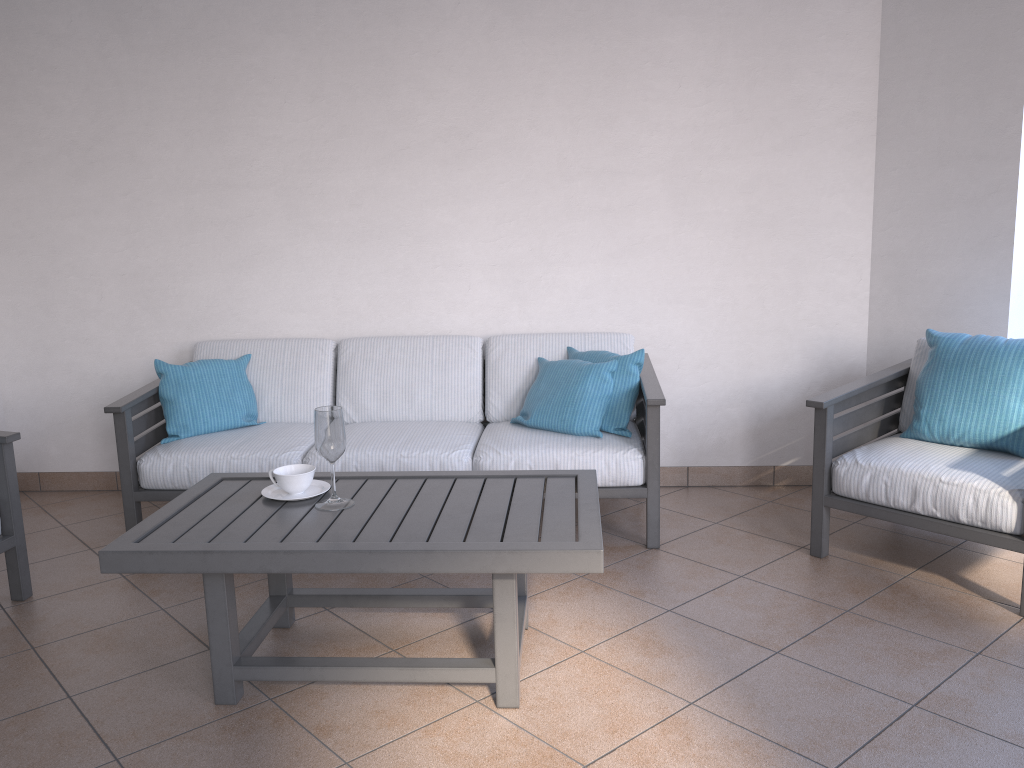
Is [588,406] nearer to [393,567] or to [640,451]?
[640,451]

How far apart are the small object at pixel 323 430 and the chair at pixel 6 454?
1.01m

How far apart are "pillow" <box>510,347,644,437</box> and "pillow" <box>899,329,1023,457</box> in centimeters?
102cm

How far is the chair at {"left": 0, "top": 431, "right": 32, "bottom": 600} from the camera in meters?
3.0 m

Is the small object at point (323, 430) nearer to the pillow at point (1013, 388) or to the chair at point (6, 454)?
the chair at point (6, 454)

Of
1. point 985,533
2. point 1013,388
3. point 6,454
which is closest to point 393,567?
point 6,454

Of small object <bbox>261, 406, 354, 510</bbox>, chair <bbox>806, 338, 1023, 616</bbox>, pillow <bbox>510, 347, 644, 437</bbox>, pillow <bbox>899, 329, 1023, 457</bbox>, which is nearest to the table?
small object <bbox>261, 406, 354, 510</bbox>

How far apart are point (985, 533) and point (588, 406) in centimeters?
145cm

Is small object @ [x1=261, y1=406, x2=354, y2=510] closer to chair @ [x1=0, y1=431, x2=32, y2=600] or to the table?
the table

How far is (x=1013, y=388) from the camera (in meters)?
3.05
